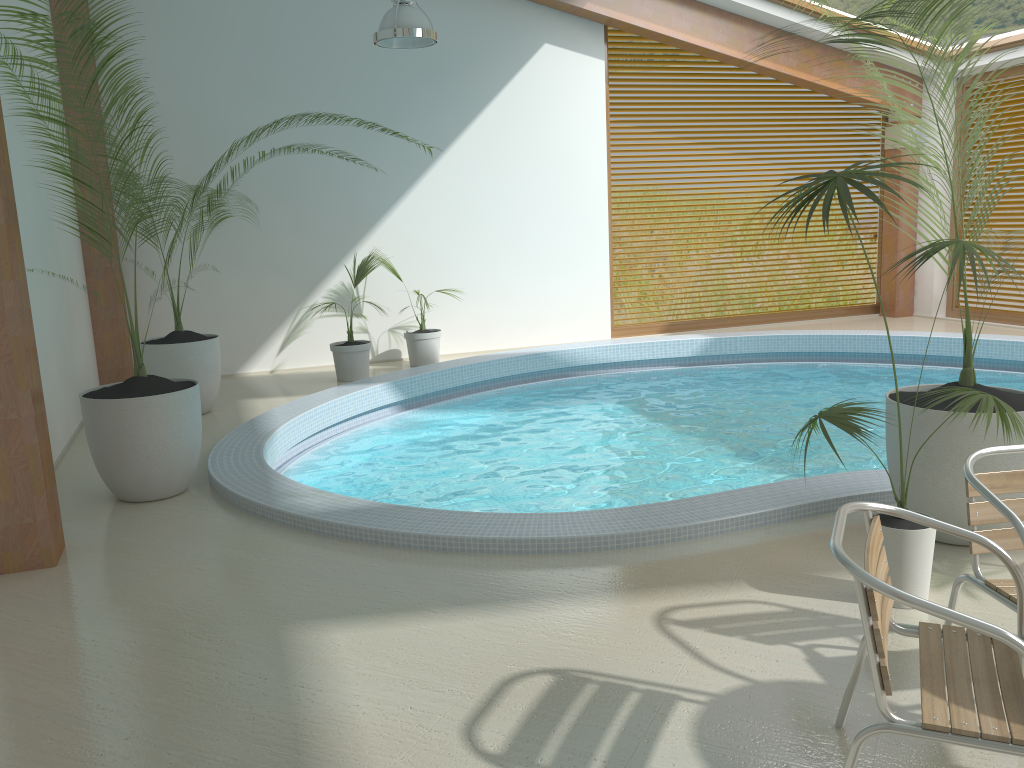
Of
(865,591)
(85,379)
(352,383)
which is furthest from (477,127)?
(865,591)

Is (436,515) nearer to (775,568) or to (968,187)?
(775,568)

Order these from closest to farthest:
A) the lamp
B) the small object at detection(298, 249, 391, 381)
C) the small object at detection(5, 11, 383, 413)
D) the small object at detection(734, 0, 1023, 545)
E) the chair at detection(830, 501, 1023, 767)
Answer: the chair at detection(830, 501, 1023, 767) → the small object at detection(734, 0, 1023, 545) → the lamp → the small object at detection(5, 11, 383, 413) → the small object at detection(298, 249, 391, 381)

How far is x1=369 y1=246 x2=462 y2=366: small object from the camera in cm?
943

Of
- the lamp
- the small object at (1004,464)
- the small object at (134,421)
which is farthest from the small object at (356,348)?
the small object at (1004,464)

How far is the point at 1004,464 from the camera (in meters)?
3.77

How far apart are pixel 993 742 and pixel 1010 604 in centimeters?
80cm

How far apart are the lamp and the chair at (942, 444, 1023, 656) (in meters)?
5.29

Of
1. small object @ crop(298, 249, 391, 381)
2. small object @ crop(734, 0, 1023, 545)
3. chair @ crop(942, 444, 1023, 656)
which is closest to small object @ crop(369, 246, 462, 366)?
small object @ crop(298, 249, 391, 381)

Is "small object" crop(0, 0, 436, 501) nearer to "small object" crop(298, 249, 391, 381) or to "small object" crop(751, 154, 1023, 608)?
Answer: "small object" crop(298, 249, 391, 381)
